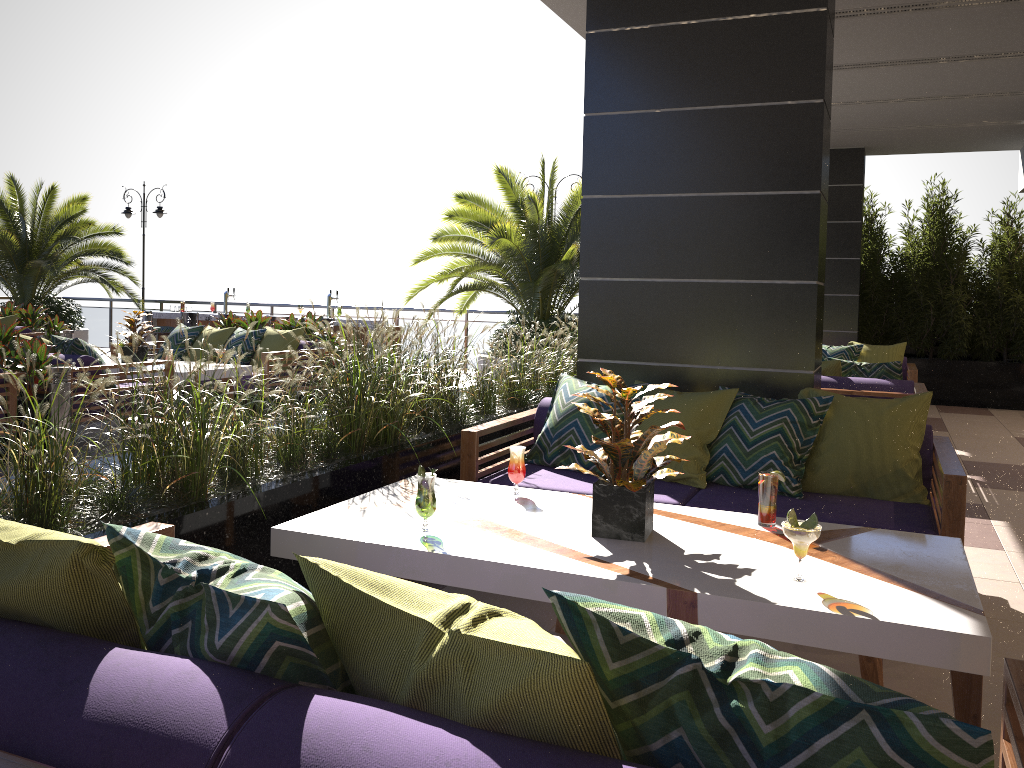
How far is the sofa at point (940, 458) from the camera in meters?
3.7 m

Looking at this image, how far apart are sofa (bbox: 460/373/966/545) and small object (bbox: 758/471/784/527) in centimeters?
68cm

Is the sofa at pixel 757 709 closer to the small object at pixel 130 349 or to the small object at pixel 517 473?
the small object at pixel 517 473

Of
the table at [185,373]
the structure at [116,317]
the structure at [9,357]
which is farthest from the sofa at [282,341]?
the structure at [116,317]

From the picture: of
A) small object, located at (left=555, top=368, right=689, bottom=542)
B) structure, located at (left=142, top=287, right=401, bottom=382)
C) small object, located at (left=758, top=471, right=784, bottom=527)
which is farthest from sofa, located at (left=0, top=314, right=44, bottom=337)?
small object, located at (left=758, top=471, right=784, bottom=527)

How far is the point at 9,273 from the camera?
14.57m

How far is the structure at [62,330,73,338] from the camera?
11.8 meters

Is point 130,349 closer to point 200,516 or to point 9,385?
point 9,385

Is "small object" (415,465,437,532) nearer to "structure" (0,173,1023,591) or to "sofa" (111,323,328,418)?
"structure" (0,173,1023,591)

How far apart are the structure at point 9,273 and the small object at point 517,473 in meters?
13.4
